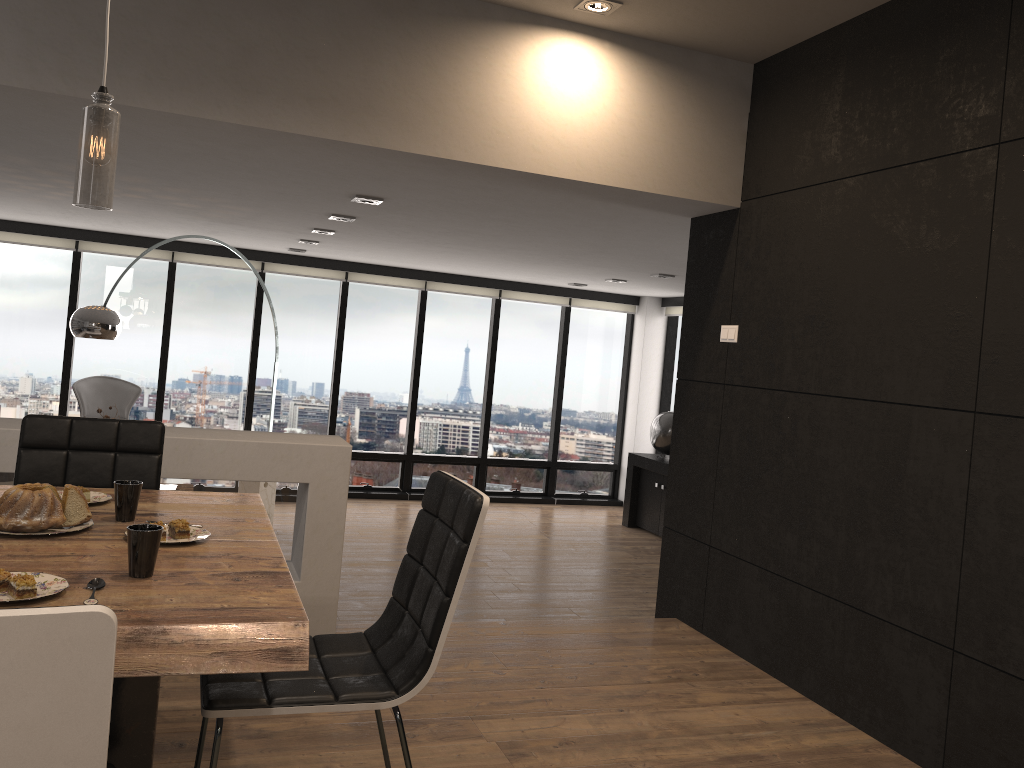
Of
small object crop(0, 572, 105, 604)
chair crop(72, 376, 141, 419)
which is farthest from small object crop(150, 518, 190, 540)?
chair crop(72, 376, 141, 419)

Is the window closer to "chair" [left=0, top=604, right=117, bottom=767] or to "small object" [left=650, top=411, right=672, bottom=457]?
"small object" [left=650, top=411, right=672, bottom=457]

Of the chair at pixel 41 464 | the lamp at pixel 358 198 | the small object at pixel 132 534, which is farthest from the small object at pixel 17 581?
the lamp at pixel 358 198

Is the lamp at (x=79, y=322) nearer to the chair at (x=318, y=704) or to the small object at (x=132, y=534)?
the chair at (x=318, y=704)

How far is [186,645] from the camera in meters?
1.5 m

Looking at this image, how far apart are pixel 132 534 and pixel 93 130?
0.87m

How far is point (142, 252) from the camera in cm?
849

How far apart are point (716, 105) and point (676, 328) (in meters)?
6.17

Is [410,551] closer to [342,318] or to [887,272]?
[887,272]

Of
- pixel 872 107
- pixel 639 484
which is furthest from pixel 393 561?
pixel 872 107
